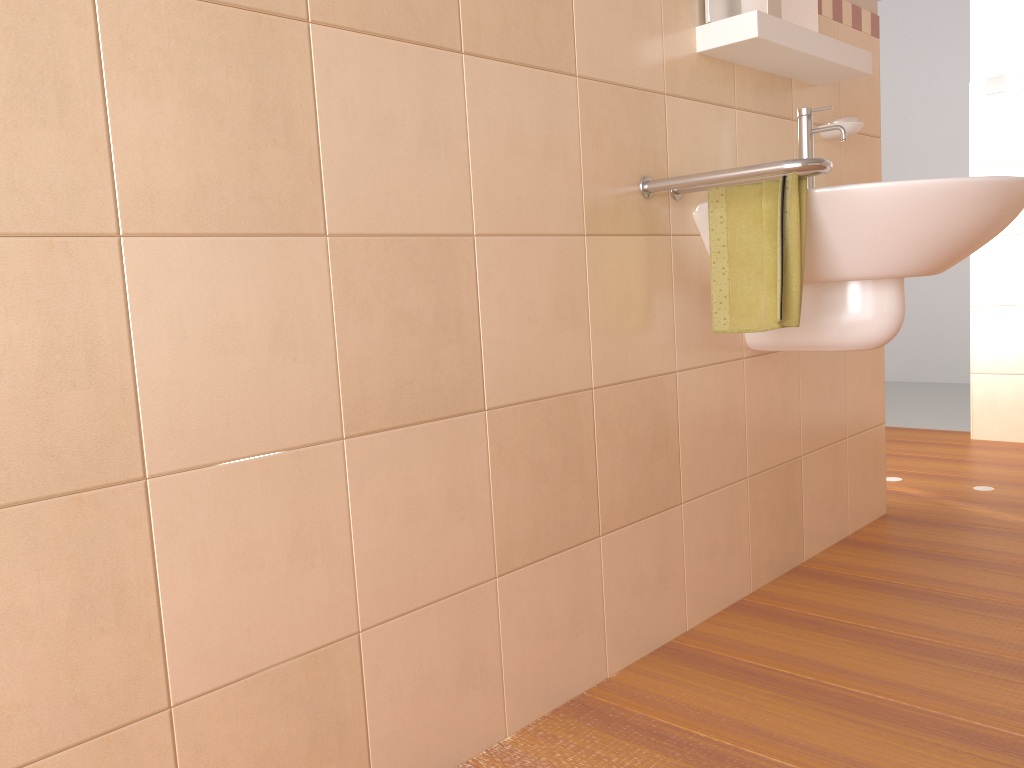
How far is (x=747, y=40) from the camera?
1.7m

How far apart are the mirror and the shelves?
0.0m

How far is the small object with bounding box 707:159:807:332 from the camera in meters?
1.6

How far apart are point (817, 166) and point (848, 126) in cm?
80

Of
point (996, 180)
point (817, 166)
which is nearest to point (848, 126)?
point (996, 180)

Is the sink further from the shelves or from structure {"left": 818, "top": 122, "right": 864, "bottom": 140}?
structure {"left": 818, "top": 122, "right": 864, "bottom": 140}

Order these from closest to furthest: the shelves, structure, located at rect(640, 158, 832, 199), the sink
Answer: structure, located at rect(640, 158, 832, 199) → the sink → the shelves

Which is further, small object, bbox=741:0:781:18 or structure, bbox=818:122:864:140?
structure, bbox=818:122:864:140

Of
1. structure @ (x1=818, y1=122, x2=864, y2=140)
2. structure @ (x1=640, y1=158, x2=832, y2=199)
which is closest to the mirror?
structure @ (x1=818, y1=122, x2=864, y2=140)

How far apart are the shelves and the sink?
0.1 meters
